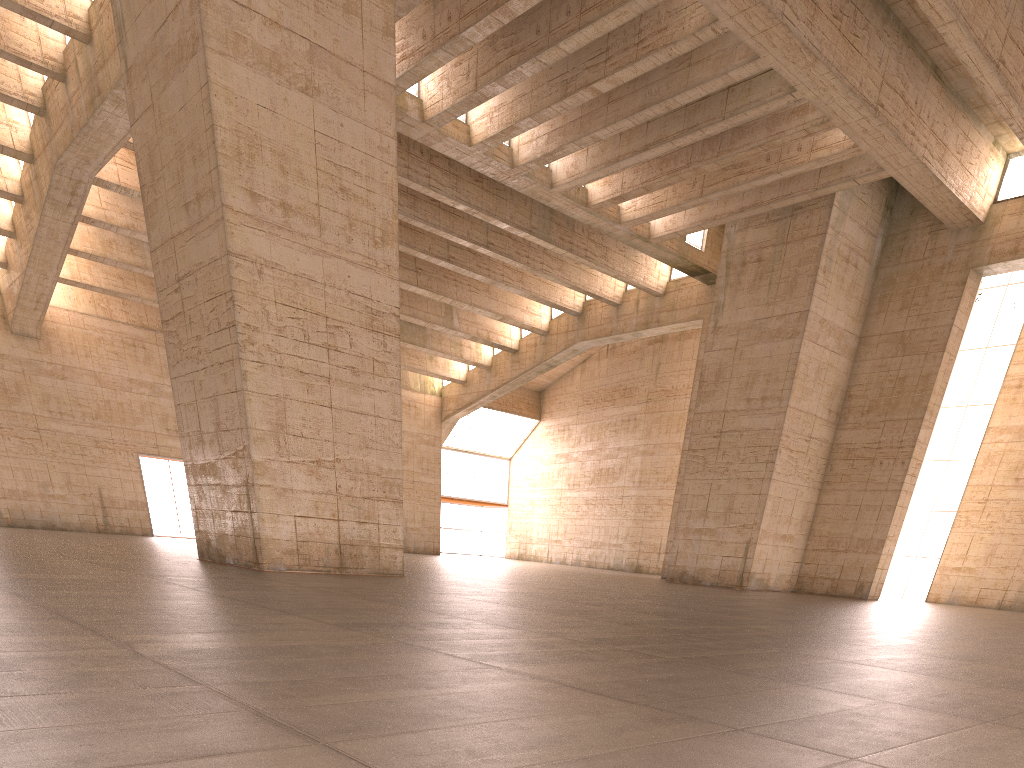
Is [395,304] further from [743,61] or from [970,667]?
[970,667]
